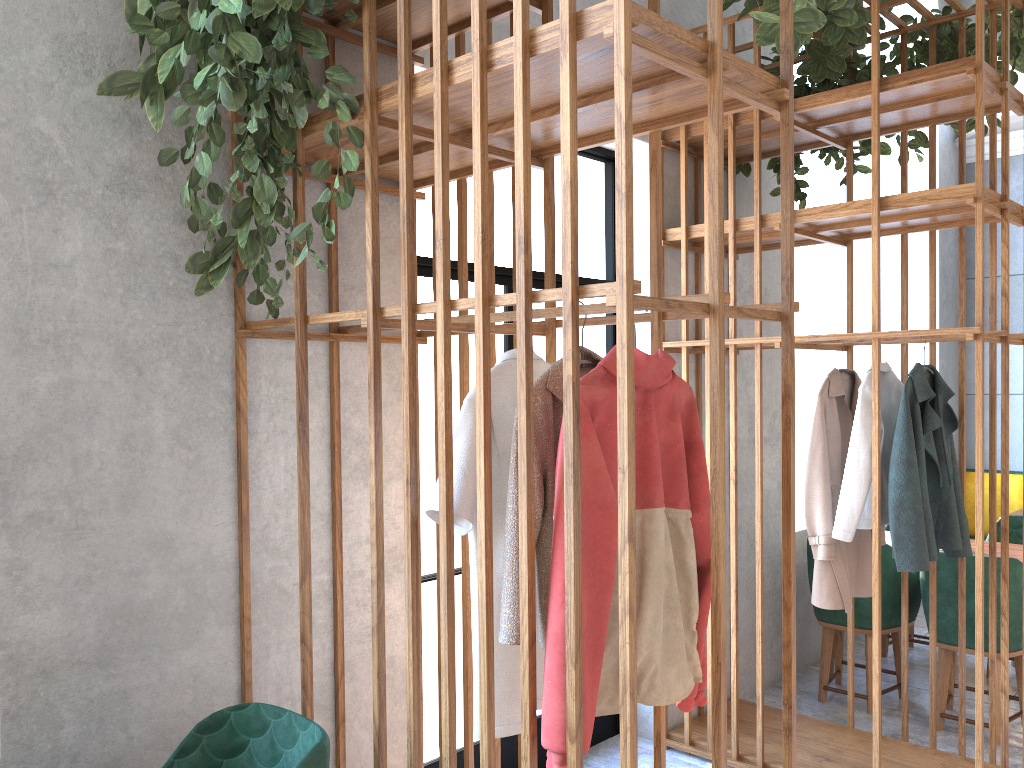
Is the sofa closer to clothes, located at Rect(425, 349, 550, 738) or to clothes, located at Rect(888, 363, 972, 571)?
clothes, located at Rect(888, 363, 972, 571)

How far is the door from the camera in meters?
3.5

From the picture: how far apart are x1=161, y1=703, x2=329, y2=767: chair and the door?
1.1m

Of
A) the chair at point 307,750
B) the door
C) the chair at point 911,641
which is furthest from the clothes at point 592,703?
the chair at point 911,641

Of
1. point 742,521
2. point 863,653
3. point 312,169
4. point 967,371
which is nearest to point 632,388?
point 312,169

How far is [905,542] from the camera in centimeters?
327cm

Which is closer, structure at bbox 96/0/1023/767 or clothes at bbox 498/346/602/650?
structure at bbox 96/0/1023/767

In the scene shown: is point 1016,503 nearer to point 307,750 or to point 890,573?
point 890,573

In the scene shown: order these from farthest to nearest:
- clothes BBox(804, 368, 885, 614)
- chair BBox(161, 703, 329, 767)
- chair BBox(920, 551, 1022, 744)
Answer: chair BBox(920, 551, 1022, 744), clothes BBox(804, 368, 885, 614), chair BBox(161, 703, 329, 767)

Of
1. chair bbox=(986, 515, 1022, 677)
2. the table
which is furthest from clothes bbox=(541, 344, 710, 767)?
chair bbox=(986, 515, 1022, 677)
